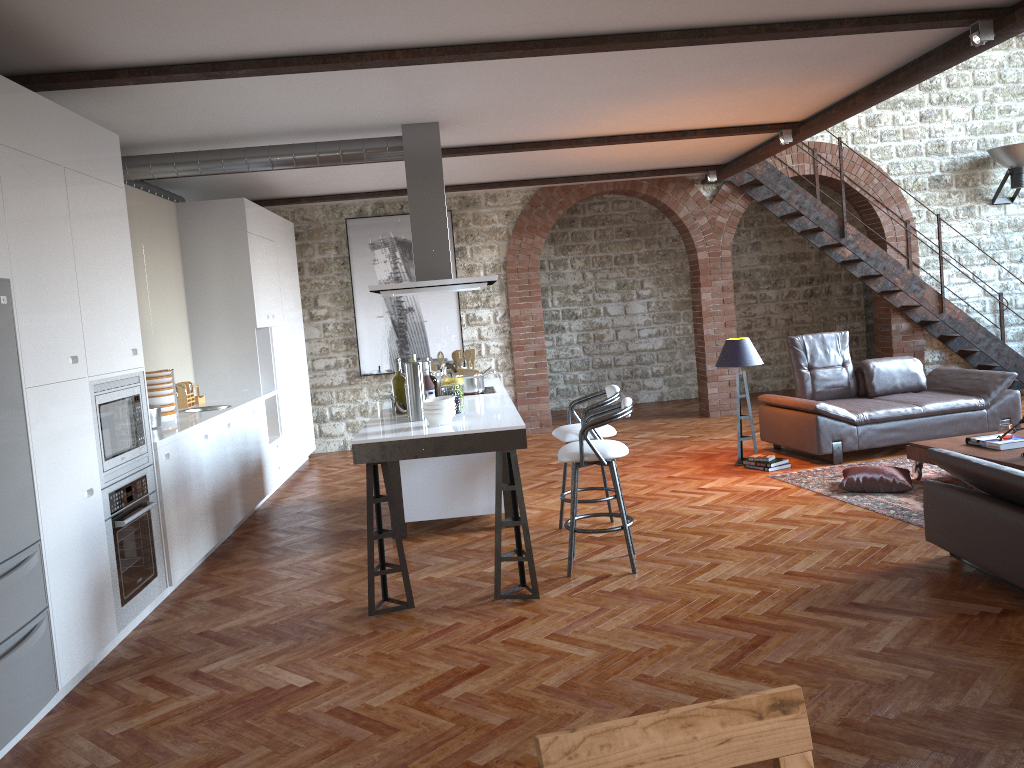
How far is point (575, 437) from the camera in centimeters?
571cm

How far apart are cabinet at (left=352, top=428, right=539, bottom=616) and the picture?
4.31m

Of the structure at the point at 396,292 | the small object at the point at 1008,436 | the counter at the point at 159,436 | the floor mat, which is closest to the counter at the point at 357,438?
the structure at the point at 396,292

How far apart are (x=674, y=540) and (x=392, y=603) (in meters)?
1.86

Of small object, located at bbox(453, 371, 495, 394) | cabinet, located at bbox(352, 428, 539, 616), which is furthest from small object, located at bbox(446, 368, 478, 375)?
cabinet, located at bbox(352, 428, 539, 616)

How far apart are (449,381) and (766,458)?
3.23m

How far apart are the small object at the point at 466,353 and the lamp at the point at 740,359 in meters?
2.2

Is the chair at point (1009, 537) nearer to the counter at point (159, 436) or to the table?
the table

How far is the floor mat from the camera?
→ 5.8 meters

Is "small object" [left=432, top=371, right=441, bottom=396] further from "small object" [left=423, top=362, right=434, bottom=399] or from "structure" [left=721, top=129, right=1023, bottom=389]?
"structure" [left=721, top=129, right=1023, bottom=389]
